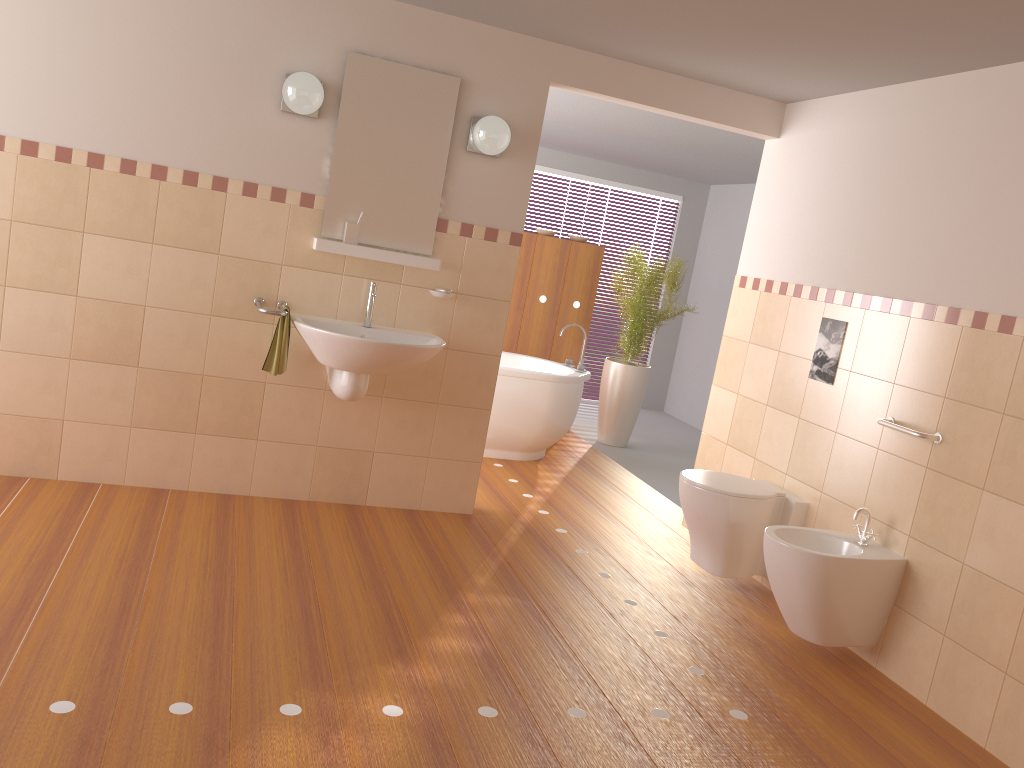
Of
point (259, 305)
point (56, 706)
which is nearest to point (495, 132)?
point (259, 305)

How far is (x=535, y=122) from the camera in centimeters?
411cm

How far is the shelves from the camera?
3.82m

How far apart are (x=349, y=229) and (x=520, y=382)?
1.9 meters

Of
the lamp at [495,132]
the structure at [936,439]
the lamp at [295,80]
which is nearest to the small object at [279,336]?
the lamp at [295,80]

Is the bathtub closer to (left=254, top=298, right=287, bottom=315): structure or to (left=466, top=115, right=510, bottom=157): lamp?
(left=466, top=115, right=510, bottom=157): lamp

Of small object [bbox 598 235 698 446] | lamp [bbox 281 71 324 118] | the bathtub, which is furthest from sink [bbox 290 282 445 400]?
small object [bbox 598 235 698 446]

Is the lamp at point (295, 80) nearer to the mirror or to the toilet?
the mirror

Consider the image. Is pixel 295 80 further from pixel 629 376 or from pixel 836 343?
pixel 629 376

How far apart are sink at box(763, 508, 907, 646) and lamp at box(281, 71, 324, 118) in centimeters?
248cm
